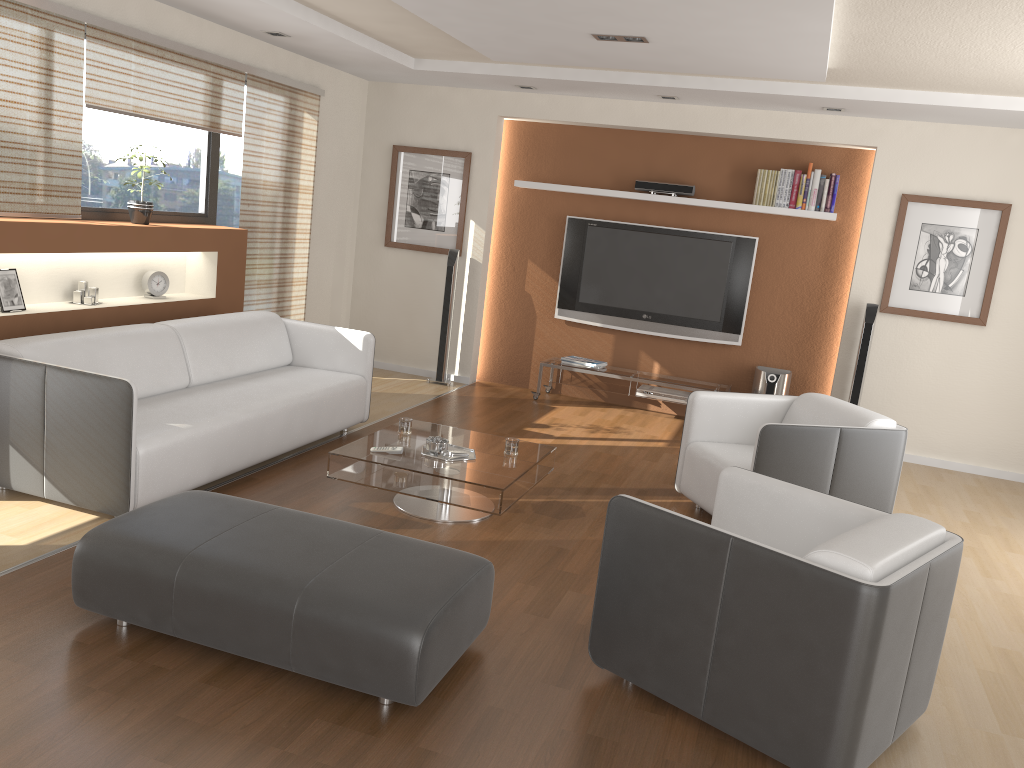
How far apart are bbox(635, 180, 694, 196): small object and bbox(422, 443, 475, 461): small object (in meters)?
3.54

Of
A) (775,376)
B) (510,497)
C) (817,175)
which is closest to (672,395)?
(775,376)

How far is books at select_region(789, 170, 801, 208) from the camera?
6.8m

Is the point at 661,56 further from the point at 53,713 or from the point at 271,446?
the point at 53,713

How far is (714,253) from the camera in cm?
720

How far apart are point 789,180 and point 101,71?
4.9 meters

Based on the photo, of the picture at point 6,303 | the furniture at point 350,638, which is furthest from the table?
the picture at point 6,303

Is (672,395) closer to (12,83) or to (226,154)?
(226,154)

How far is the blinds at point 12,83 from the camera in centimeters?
439cm

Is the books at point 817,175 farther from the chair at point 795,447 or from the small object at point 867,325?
the chair at point 795,447
